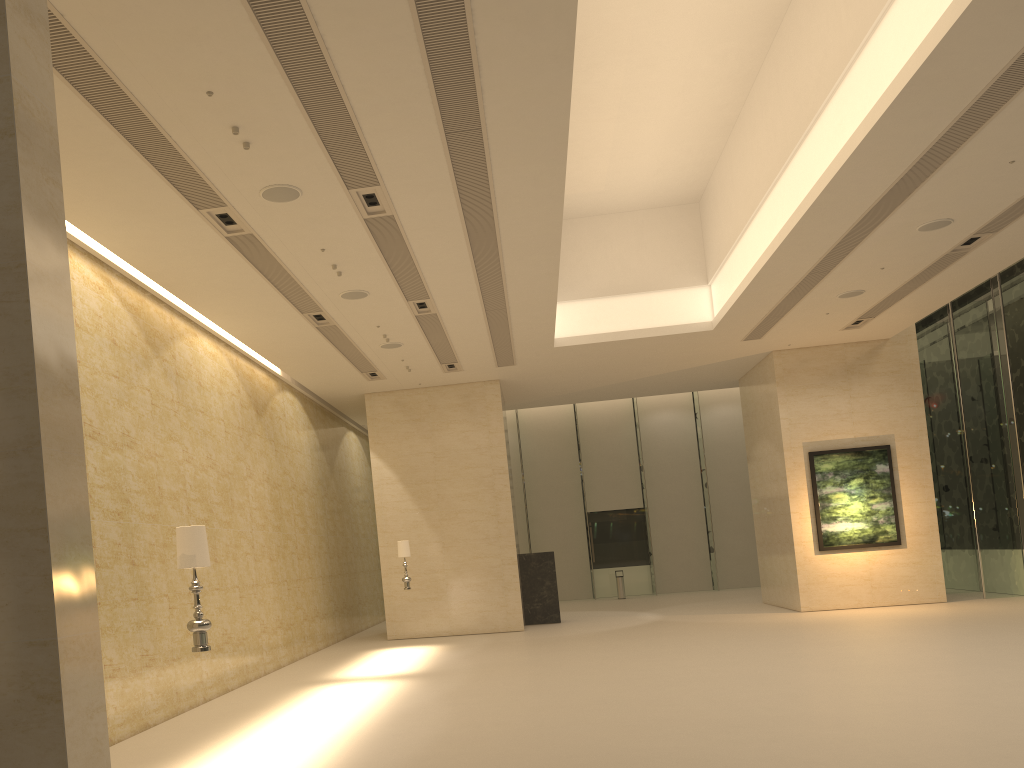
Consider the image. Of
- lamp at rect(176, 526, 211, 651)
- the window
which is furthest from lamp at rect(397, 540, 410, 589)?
the window

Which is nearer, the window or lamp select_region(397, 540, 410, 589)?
lamp select_region(397, 540, 410, 589)

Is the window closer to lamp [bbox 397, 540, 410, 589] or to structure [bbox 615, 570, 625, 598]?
structure [bbox 615, 570, 625, 598]

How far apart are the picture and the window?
1.96m

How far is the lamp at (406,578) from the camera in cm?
1770

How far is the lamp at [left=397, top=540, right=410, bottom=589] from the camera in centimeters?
1770cm

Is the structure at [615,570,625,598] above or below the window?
below

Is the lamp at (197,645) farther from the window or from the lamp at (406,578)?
the window

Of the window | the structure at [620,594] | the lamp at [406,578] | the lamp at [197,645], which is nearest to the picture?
the window

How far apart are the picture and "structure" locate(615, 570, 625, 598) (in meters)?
10.22
